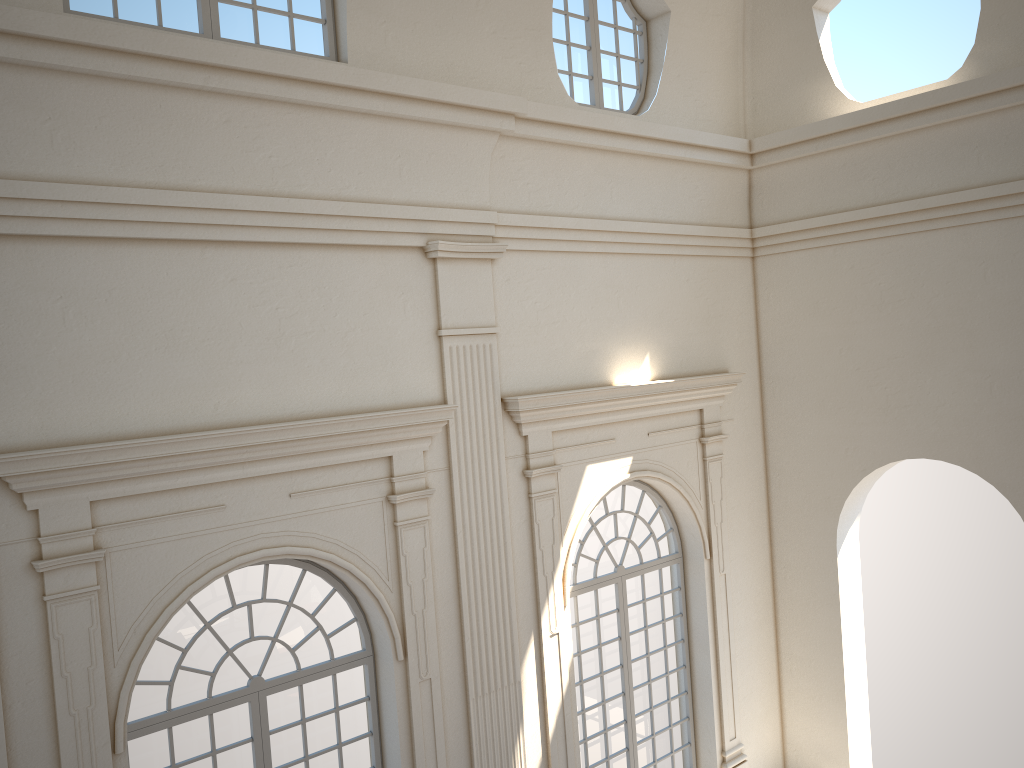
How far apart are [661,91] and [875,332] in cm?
361
